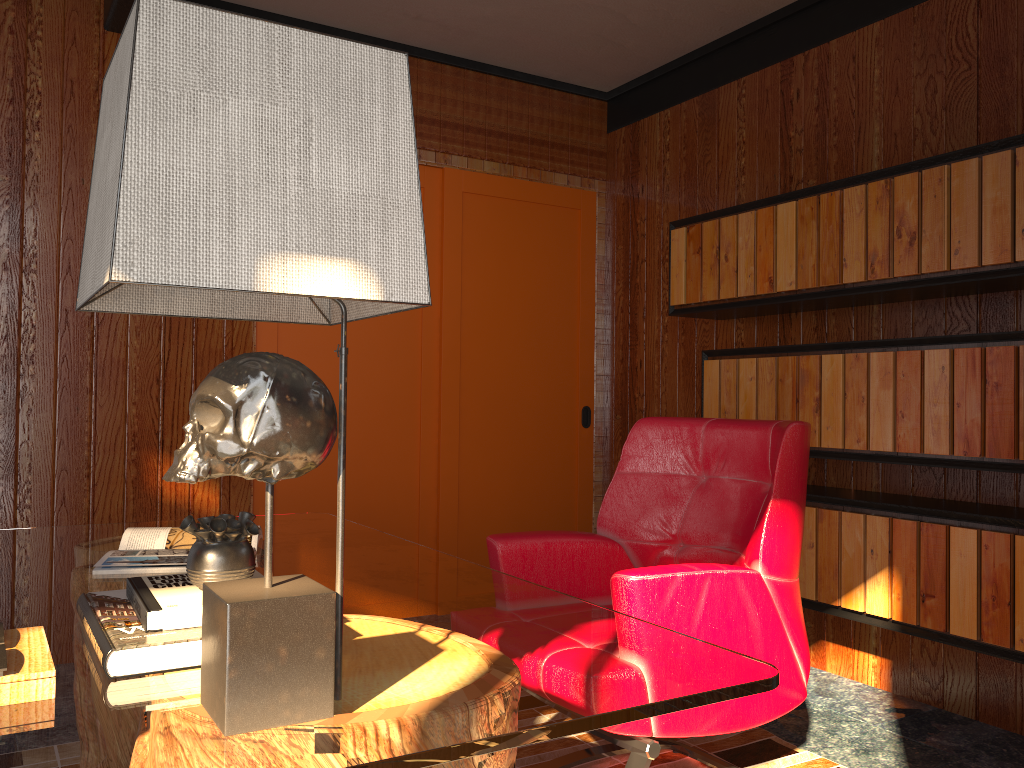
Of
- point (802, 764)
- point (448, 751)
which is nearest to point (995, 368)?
point (802, 764)

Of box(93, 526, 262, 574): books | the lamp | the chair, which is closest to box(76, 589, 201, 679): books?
the lamp

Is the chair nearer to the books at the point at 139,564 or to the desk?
the desk

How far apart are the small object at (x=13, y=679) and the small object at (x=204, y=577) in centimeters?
20cm

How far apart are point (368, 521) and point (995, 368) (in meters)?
2.54

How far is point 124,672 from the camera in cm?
113

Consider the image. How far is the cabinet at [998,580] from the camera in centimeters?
244cm

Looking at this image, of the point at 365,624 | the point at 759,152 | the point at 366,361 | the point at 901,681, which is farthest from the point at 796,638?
the point at 366,361

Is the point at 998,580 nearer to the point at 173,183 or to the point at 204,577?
the point at 204,577

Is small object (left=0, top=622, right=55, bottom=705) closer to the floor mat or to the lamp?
the lamp
